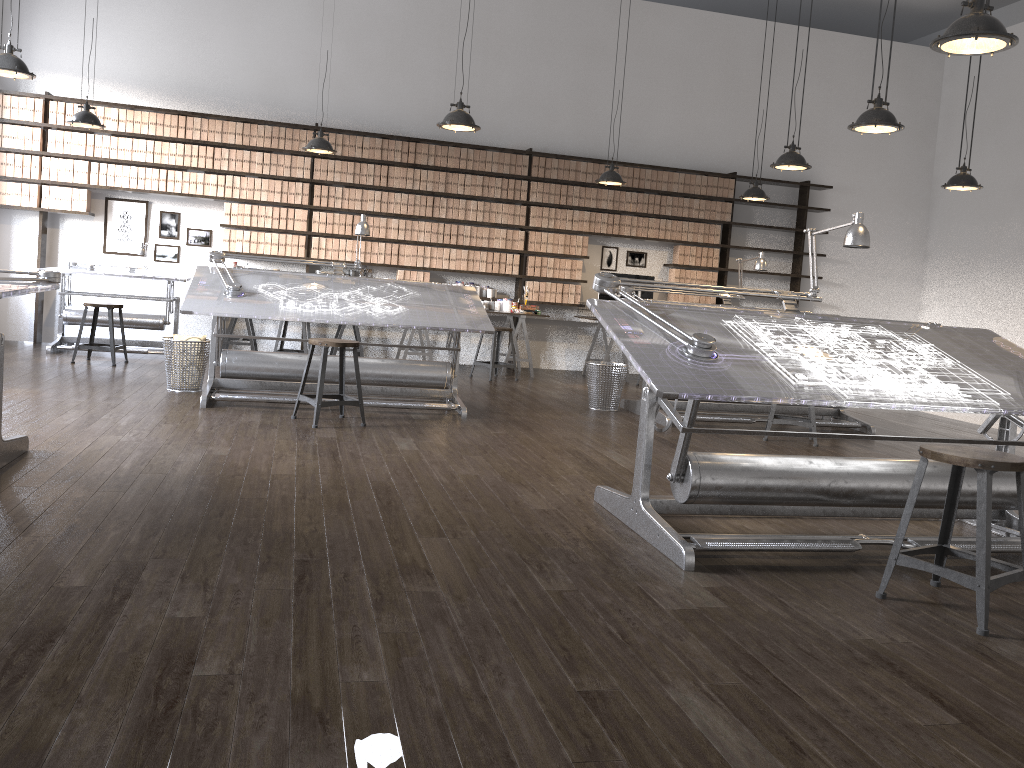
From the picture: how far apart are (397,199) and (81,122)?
3.14m

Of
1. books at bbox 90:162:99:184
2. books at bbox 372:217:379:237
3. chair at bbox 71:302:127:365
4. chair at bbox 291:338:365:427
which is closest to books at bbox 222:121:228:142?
books at bbox 90:162:99:184

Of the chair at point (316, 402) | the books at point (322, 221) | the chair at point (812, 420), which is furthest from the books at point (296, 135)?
the chair at point (812, 420)

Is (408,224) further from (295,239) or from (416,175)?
(295,239)

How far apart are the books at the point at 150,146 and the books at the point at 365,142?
2.10m

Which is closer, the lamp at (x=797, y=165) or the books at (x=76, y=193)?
the lamp at (x=797, y=165)

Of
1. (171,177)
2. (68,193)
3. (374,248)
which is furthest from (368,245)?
(68,193)

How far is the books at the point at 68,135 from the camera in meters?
8.6 m

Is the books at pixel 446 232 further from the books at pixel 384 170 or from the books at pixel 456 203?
the books at pixel 384 170

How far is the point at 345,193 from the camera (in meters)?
9.25
